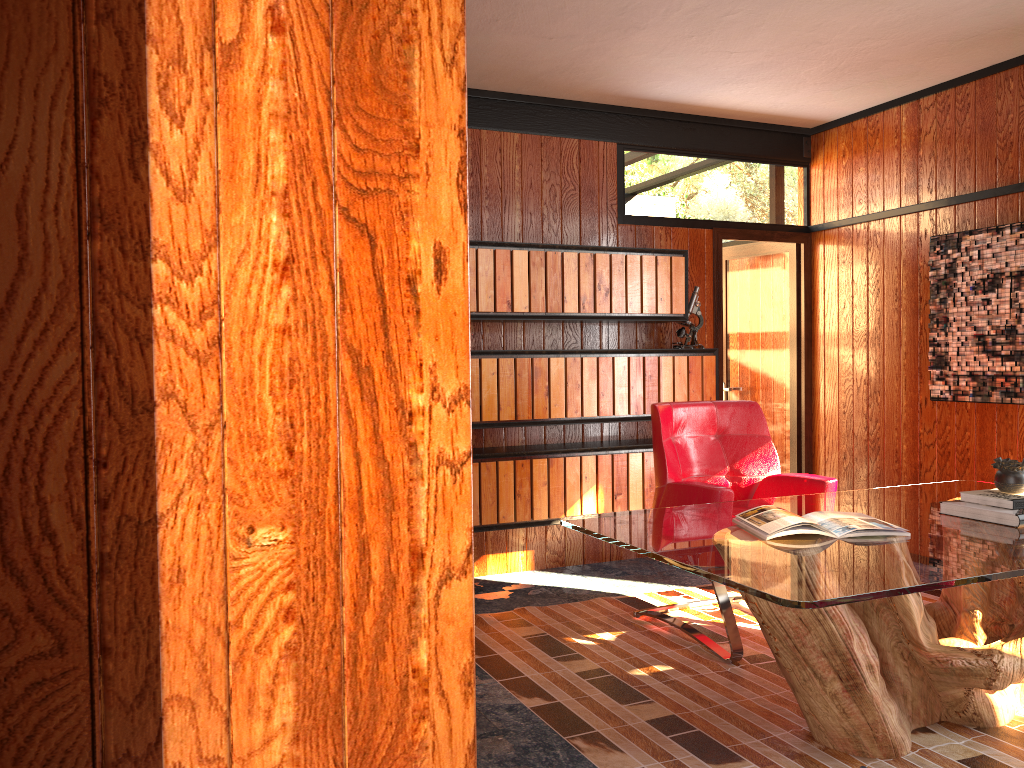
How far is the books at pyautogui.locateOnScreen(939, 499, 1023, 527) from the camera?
2.6 meters

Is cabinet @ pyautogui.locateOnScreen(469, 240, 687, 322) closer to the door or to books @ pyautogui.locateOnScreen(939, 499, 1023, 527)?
the door

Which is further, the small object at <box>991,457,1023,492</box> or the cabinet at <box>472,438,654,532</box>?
the cabinet at <box>472,438,654,532</box>

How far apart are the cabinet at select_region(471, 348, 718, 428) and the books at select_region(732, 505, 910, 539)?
1.83m

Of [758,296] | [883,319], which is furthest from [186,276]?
[758,296]

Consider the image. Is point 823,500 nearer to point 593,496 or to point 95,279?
point 593,496

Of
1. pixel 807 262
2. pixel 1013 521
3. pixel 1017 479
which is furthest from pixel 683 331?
pixel 1013 521

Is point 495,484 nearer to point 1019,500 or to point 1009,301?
point 1019,500

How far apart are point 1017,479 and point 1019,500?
0.1 meters

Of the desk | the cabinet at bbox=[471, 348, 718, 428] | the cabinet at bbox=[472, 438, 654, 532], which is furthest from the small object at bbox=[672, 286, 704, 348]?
the desk
